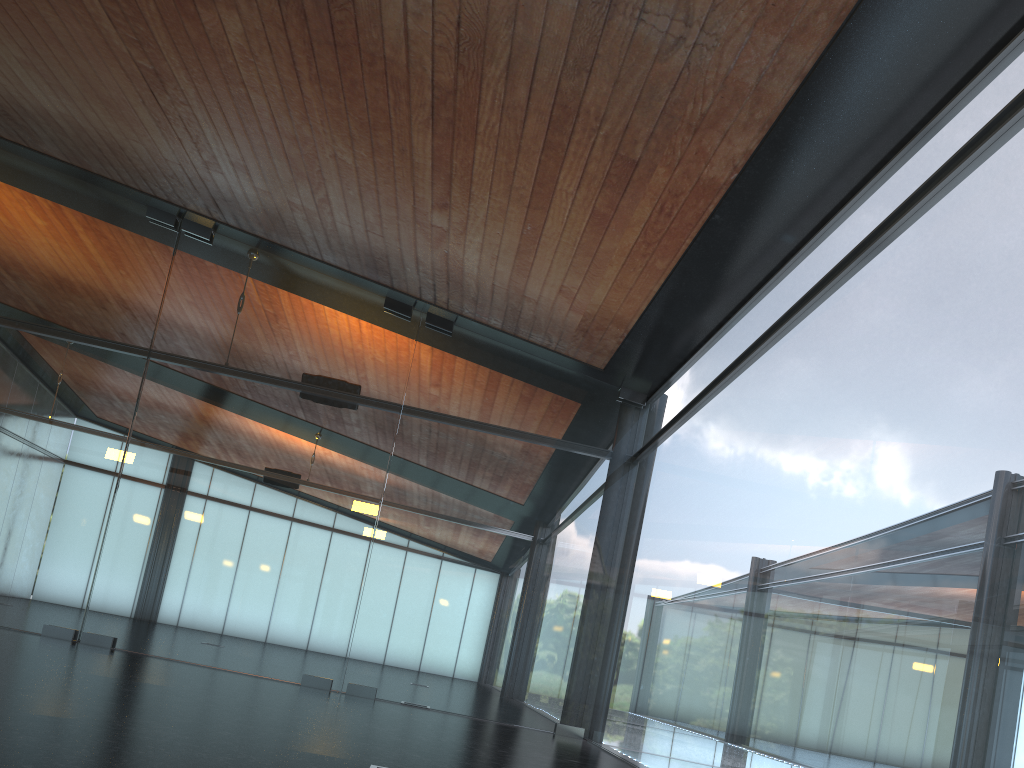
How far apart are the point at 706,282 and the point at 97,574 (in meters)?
8.32

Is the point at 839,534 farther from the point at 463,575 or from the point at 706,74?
the point at 463,575
